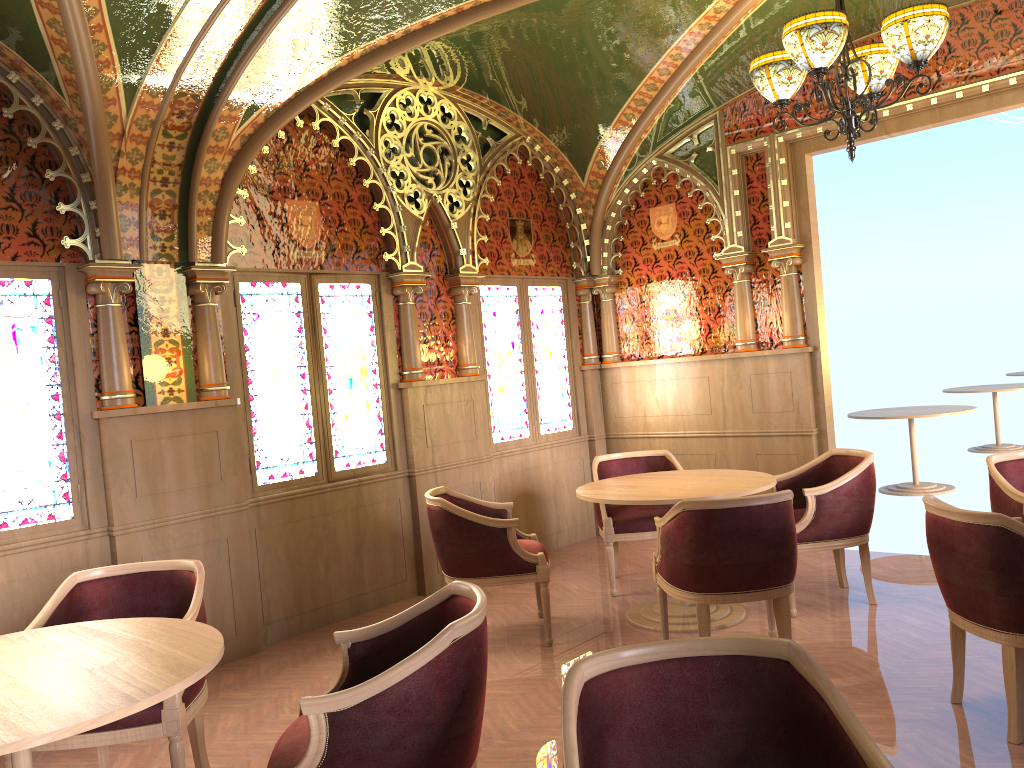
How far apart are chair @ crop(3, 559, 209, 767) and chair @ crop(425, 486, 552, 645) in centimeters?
151cm

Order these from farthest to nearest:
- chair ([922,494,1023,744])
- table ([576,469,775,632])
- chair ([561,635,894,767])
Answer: table ([576,469,775,632]), chair ([922,494,1023,744]), chair ([561,635,894,767])

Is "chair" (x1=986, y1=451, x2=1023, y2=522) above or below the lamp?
below

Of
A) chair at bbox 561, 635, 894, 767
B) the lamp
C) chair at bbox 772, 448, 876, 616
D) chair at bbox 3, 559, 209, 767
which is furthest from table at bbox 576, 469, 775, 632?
chair at bbox 561, 635, 894, 767

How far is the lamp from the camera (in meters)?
3.99

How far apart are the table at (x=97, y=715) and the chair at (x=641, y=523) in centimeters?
320cm

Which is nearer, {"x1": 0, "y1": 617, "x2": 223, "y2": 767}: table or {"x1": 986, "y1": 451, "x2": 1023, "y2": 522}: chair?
{"x1": 0, "y1": 617, "x2": 223, "y2": 767}: table

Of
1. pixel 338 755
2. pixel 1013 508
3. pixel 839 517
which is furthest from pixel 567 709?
pixel 839 517

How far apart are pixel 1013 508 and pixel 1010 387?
7.2 meters

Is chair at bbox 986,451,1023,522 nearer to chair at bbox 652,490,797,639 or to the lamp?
chair at bbox 652,490,797,639
